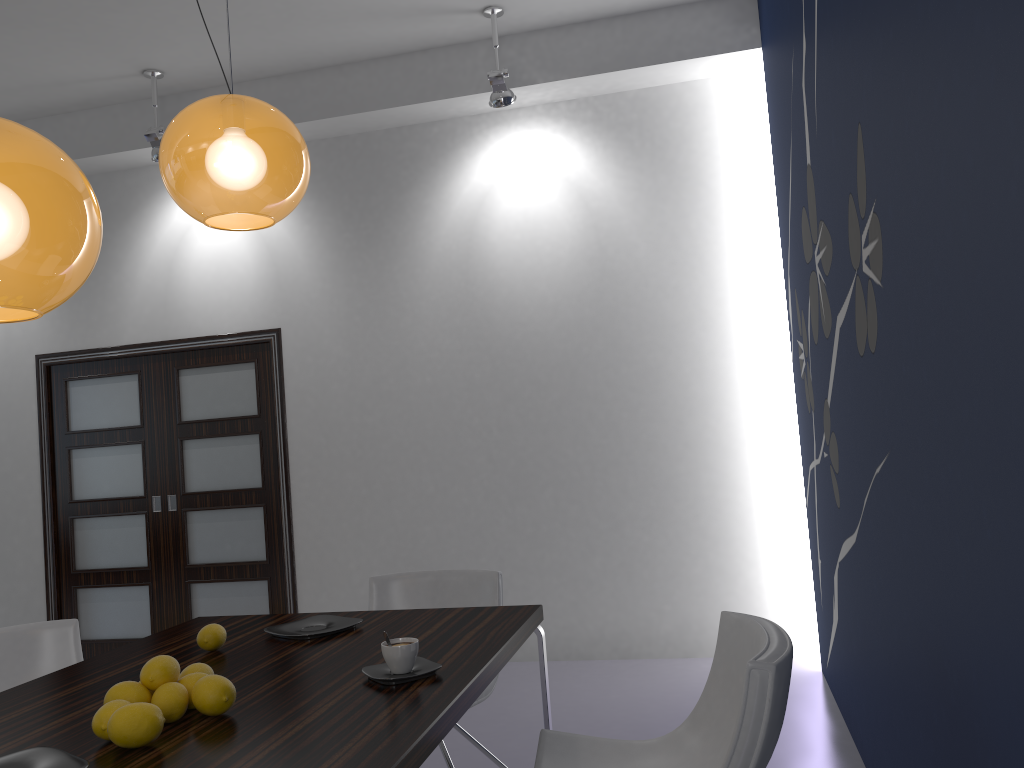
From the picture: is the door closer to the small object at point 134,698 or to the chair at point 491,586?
the chair at point 491,586

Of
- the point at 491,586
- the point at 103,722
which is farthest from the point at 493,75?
the point at 103,722

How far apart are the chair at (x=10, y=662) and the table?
0.4 meters

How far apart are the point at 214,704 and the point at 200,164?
1.17m

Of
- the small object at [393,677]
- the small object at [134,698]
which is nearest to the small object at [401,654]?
the small object at [393,677]

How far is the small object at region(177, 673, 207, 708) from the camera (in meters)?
1.76

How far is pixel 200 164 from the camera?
2.0m

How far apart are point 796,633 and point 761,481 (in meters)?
0.83

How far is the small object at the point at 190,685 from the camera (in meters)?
1.76

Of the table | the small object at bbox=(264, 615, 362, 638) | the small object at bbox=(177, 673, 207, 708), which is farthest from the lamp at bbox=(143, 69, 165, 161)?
the small object at bbox=(177, 673, 207, 708)
